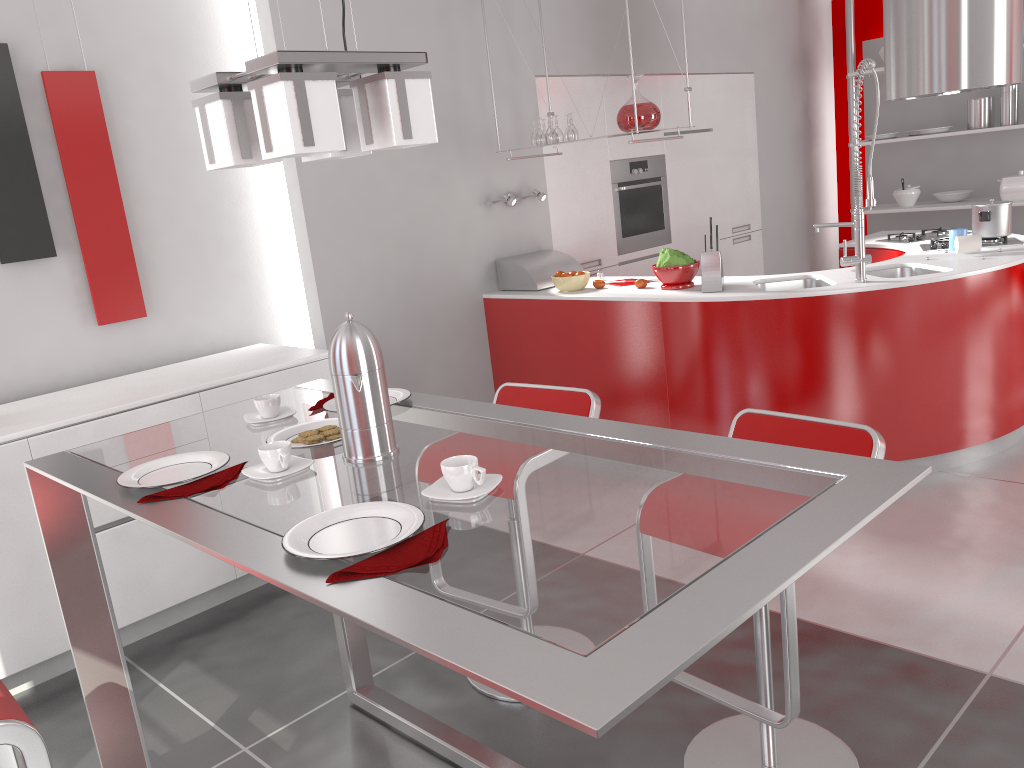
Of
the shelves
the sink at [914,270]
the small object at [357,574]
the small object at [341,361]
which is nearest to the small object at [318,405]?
the small object at [341,361]

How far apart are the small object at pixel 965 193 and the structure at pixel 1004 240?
2.2m

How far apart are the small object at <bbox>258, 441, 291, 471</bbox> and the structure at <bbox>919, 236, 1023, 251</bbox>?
3.89m

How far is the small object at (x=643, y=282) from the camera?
4.4m

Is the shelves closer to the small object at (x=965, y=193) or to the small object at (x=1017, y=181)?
the small object at (x=965, y=193)

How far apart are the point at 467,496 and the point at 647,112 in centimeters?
320cm

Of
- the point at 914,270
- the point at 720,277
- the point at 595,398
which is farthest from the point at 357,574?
the point at 914,270

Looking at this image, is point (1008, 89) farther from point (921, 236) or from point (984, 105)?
point (921, 236)

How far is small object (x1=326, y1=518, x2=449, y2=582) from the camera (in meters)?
1.21

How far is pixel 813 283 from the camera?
4.21m
